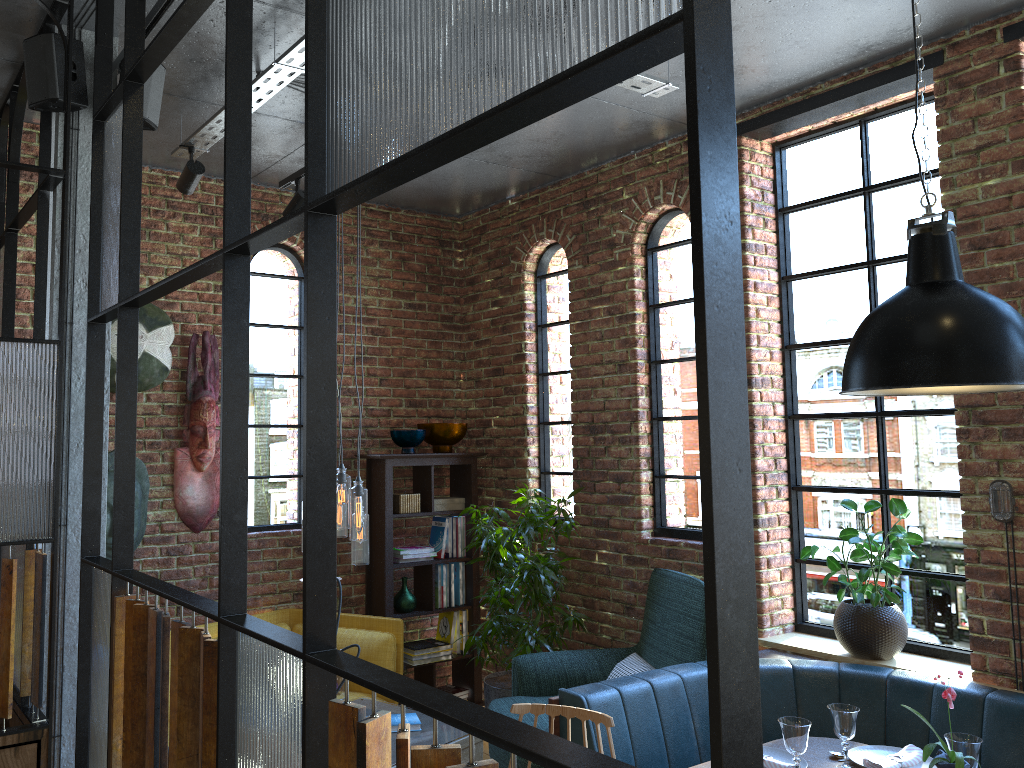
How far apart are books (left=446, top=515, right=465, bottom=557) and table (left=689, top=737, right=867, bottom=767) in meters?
2.8

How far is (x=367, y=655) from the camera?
4.8 meters

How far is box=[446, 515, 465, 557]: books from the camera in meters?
5.7 m

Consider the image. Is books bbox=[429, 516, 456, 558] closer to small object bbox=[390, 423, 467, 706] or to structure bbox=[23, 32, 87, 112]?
small object bbox=[390, 423, 467, 706]

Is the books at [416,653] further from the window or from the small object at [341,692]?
A: the small object at [341,692]

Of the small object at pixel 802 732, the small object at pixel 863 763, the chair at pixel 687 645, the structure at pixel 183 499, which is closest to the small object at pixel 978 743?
the small object at pixel 863 763

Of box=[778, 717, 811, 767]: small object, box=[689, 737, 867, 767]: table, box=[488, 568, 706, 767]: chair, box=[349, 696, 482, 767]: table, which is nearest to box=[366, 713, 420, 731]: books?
box=[349, 696, 482, 767]: table

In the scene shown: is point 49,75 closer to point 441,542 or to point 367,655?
point 367,655

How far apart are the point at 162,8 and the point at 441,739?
2.9m

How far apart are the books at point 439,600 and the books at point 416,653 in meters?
0.2 m
